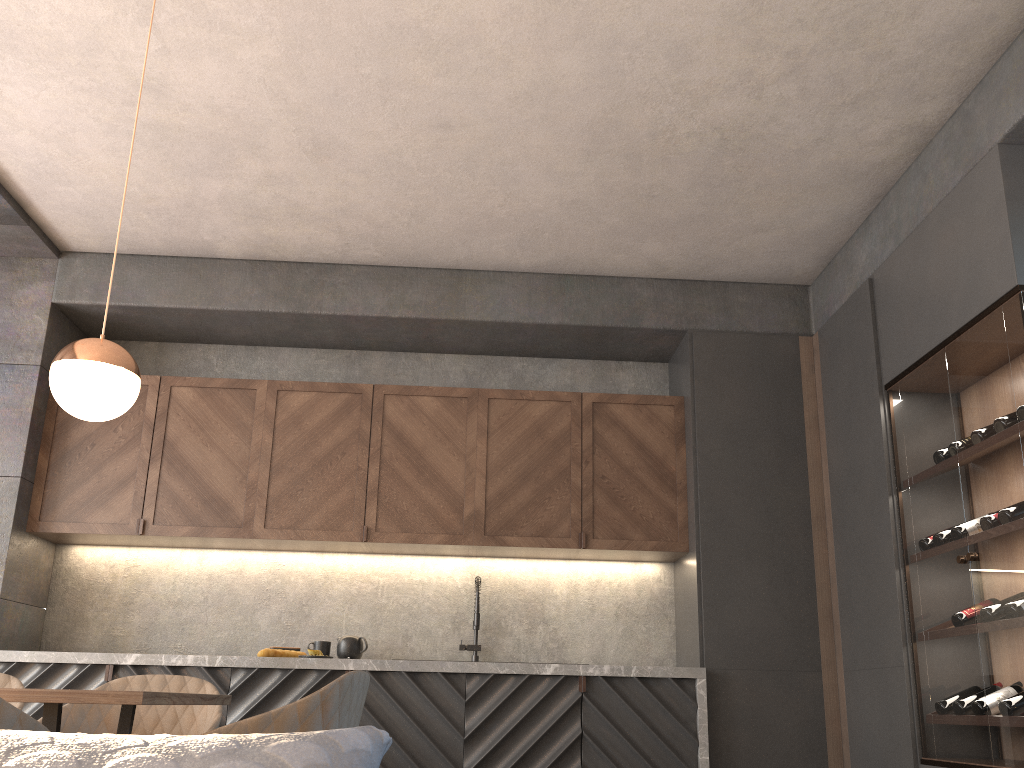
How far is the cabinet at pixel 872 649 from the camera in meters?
3.9

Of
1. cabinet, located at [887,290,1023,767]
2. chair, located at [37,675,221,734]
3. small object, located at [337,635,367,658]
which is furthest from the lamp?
cabinet, located at [887,290,1023,767]

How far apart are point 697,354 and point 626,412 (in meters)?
0.49

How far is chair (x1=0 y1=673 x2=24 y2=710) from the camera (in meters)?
2.98

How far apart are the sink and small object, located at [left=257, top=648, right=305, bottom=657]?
0.89m

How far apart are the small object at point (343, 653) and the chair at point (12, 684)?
1.7m

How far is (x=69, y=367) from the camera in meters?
2.4

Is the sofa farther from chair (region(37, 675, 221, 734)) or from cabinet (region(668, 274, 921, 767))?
cabinet (region(668, 274, 921, 767))

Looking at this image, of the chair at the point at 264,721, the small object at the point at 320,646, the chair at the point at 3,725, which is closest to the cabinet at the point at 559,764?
the small object at the point at 320,646

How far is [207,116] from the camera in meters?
3.7
